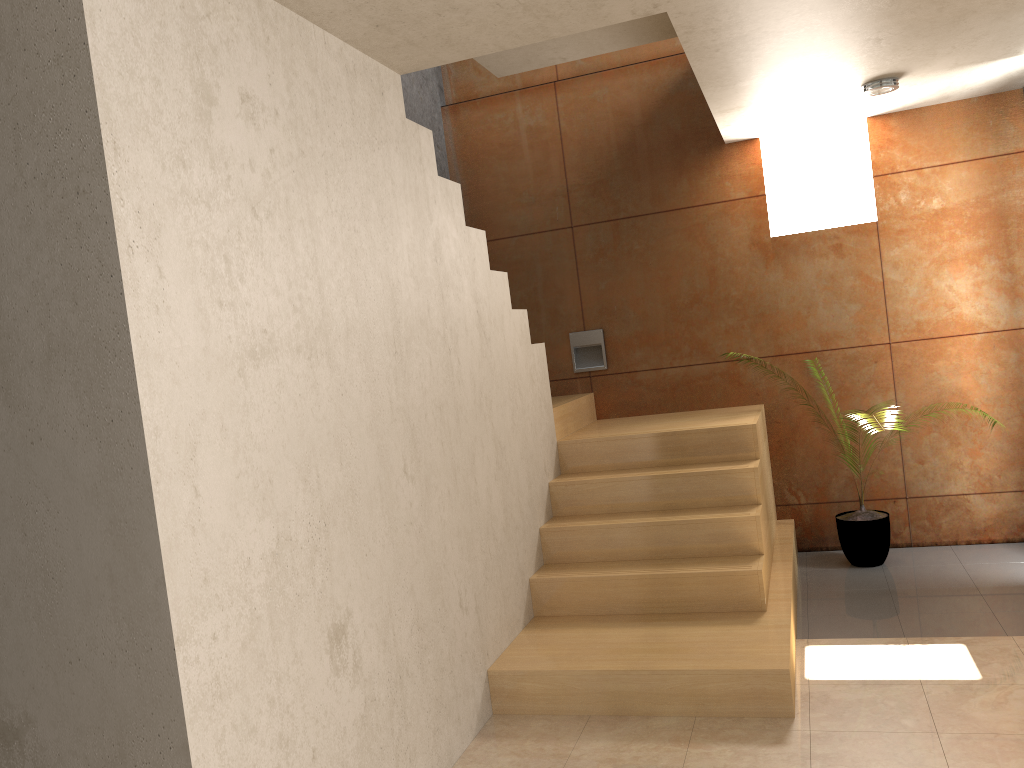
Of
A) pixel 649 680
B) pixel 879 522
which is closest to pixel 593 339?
pixel 879 522

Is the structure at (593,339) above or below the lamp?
below

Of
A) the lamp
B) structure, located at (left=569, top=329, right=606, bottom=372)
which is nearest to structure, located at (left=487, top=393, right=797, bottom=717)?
structure, located at (left=569, top=329, right=606, bottom=372)

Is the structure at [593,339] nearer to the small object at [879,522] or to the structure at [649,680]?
the structure at [649,680]

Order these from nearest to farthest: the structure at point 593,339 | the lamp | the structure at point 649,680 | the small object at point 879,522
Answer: the structure at point 649,680, the lamp, the small object at point 879,522, the structure at point 593,339

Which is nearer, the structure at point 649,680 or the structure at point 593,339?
the structure at point 649,680

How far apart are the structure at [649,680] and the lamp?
1.7m

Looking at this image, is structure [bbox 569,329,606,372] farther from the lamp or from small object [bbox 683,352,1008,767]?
the lamp

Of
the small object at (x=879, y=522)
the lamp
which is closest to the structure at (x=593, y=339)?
the small object at (x=879, y=522)

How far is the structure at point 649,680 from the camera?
3.3m
